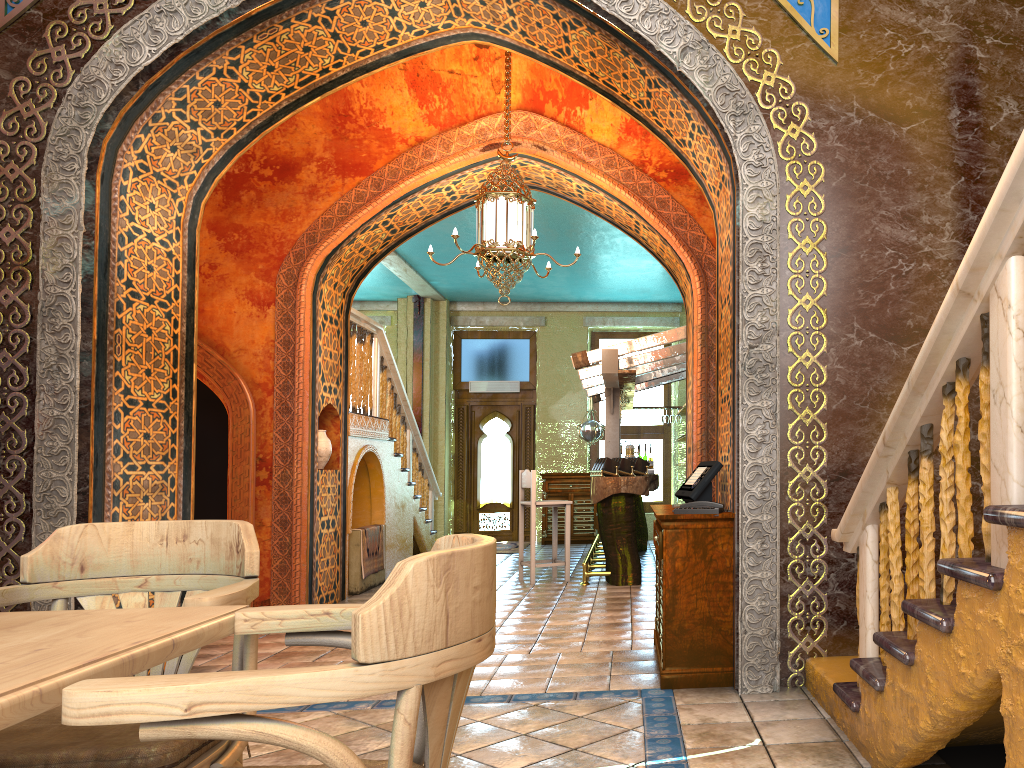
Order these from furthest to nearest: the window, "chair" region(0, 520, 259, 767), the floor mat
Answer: the window, the floor mat, "chair" region(0, 520, 259, 767)

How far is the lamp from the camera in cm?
732

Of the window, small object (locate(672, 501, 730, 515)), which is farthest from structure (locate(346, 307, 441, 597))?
small object (locate(672, 501, 730, 515))

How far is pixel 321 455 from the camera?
8.9m

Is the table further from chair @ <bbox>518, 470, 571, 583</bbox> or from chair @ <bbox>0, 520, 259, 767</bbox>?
chair @ <bbox>518, 470, 571, 583</bbox>

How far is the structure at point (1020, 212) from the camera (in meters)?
2.25

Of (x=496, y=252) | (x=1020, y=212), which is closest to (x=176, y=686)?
(x=1020, y=212)

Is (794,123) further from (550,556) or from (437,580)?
(550,556)

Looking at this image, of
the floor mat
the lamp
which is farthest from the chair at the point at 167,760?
the floor mat

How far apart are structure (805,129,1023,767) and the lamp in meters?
3.7 m
